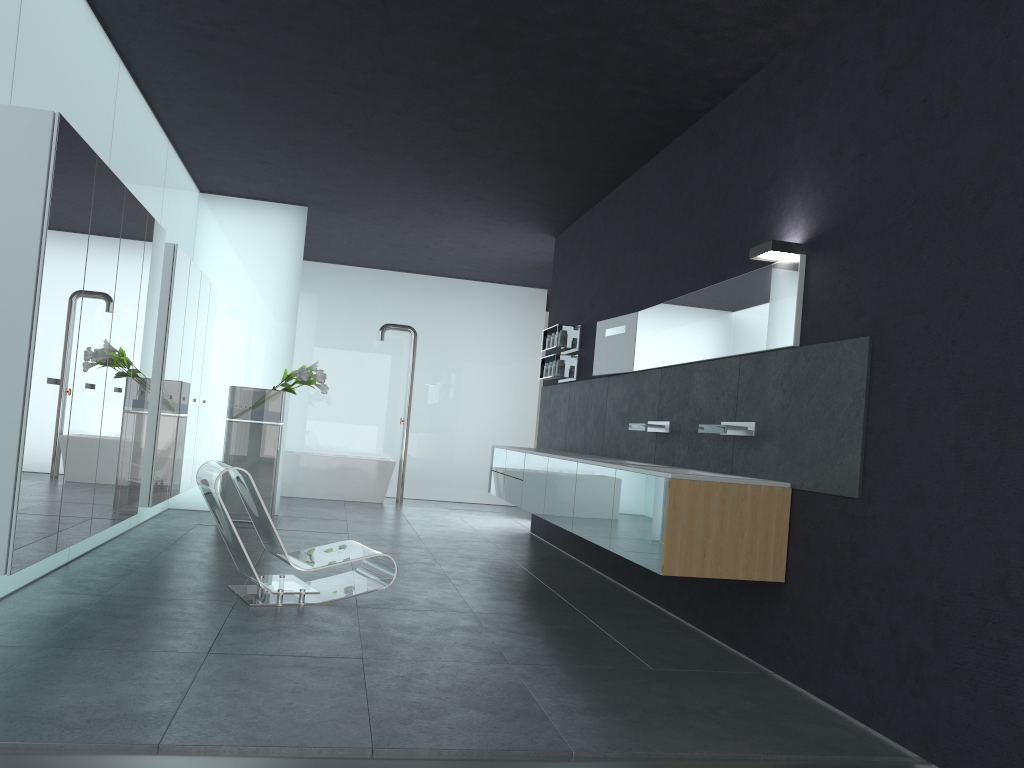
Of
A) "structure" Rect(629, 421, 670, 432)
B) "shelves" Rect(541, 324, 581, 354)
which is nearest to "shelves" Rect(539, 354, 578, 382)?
"shelves" Rect(541, 324, 581, 354)

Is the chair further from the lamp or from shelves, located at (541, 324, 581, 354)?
shelves, located at (541, 324, 581, 354)

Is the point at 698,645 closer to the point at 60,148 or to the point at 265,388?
the point at 60,148

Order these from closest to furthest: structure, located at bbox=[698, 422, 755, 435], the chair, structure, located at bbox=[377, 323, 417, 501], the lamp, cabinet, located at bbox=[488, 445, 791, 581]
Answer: cabinet, located at bbox=[488, 445, 791, 581], the lamp, structure, located at bbox=[698, 422, 755, 435], the chair, structure, located at bbox=[377, 323, 417, 501]

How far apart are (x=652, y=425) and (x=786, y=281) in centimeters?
196cm

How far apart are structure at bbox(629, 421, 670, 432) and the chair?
2.20m

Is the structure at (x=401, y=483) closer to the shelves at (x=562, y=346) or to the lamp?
the shelves at (x=562, y=346)

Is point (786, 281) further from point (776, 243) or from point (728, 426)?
point (728, 426)

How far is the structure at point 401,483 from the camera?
14.0m

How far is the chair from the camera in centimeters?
565cm
